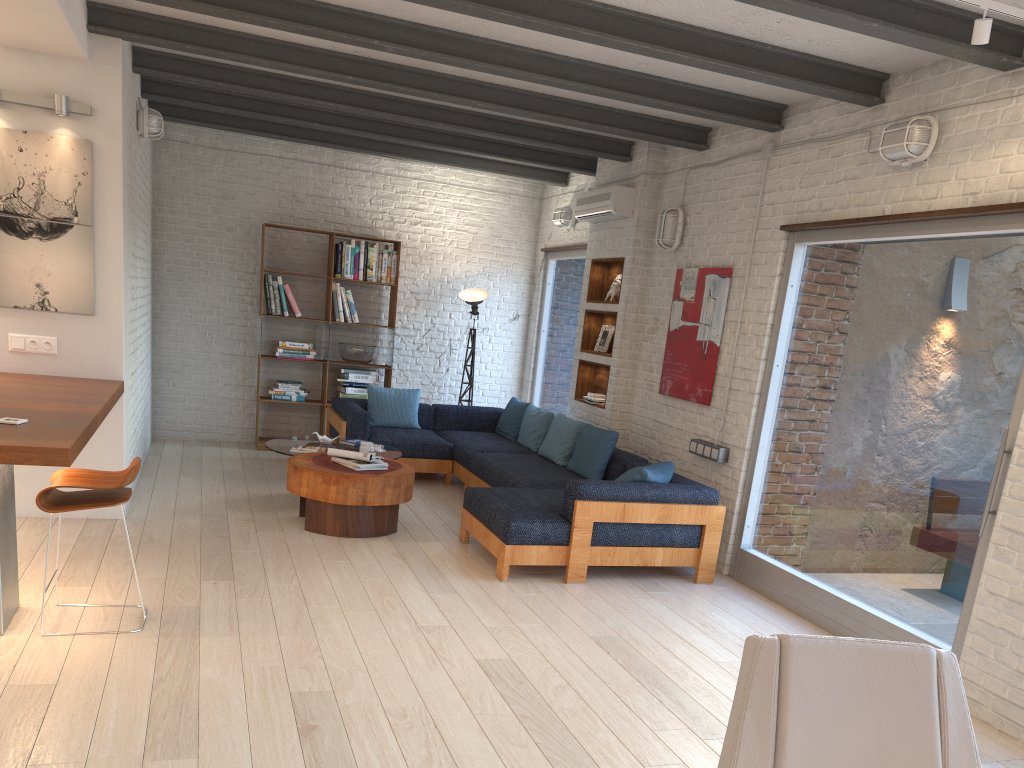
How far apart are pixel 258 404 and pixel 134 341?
2.4m

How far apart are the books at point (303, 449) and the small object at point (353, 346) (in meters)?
2.47

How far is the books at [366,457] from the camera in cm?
607

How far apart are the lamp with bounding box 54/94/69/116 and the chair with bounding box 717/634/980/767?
5.20m

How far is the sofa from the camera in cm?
533

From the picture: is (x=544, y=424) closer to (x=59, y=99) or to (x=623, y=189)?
(x=623, y=189)

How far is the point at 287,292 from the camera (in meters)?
8.88

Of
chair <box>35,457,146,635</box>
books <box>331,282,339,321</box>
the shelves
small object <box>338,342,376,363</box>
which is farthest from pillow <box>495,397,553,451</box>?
chair <box>35,457,146,635</box>

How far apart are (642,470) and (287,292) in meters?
4.8 m

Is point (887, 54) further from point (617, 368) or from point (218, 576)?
point (218, 576)
